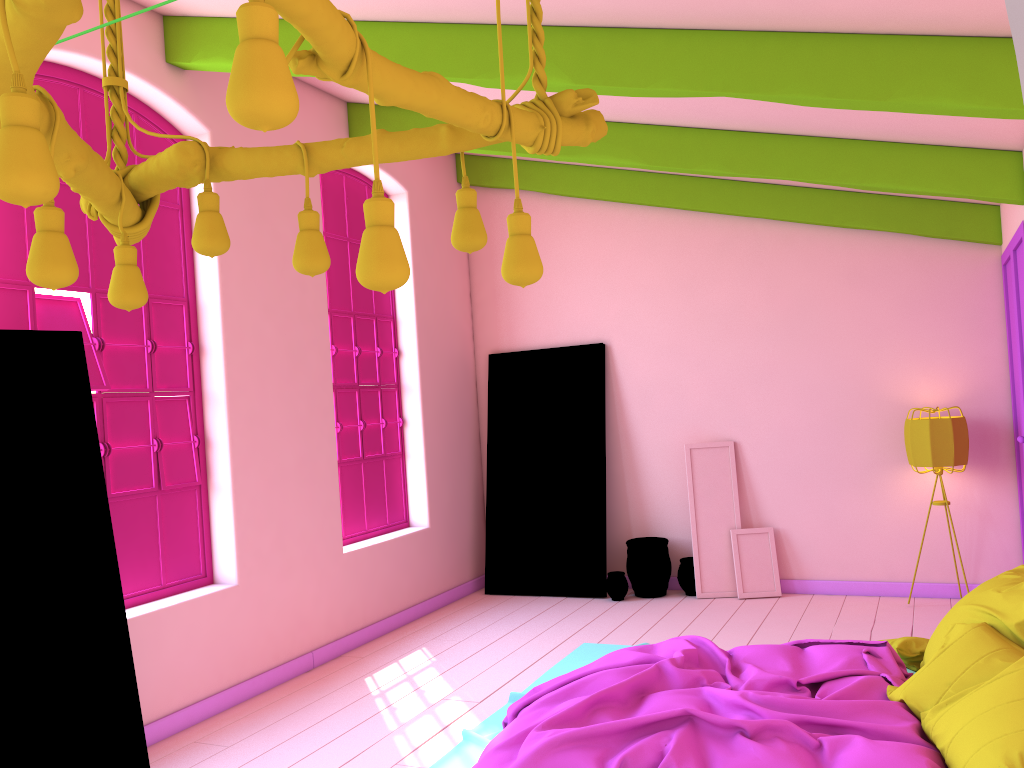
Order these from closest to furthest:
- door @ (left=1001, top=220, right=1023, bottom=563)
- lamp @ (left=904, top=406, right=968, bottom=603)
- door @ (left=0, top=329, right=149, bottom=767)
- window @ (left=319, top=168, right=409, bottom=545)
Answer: door @ (left=0, top=329, right=149, bottom=767), door @ (left=1001, top=220, right=1023, bottom=563), lamp @ (left=904, top=406, right=968, bottom=603), window @ (left=319, top=168, right=409, bottom=545)

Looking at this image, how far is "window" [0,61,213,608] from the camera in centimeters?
478cm

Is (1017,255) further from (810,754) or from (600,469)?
(810,754)

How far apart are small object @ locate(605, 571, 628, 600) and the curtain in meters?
6.3 m

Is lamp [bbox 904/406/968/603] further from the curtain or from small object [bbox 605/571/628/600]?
the curtain

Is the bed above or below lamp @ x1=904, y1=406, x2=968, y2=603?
below

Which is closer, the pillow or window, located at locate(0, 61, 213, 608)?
the pillow

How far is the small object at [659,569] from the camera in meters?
7.4

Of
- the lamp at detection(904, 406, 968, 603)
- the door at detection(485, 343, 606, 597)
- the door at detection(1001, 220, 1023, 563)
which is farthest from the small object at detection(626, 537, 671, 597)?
the door at detection(1001, 220, 1023, 563)

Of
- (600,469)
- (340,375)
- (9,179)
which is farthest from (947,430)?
(9,179)
